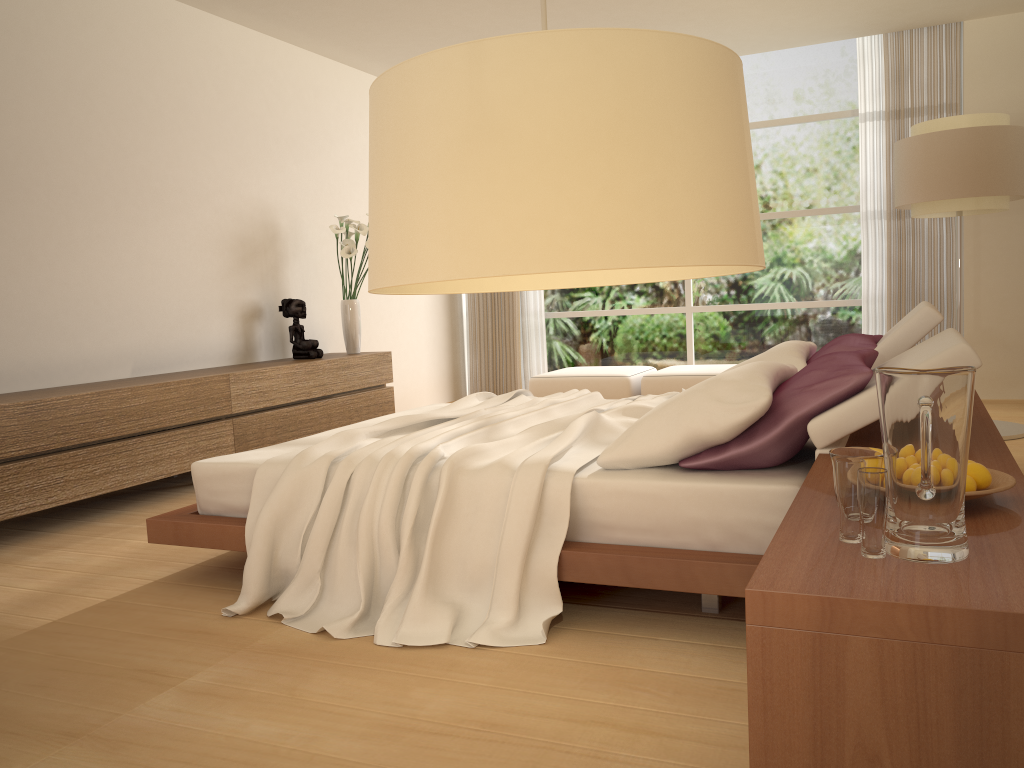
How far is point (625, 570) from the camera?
2.6 meters

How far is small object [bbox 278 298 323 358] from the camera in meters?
6.5 m

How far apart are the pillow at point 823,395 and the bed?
0.0 meters

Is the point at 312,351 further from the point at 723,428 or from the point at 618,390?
the point at 723,428

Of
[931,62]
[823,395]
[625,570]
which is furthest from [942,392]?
[931,62]

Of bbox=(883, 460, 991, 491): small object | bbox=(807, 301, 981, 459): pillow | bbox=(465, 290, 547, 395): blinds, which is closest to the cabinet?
bbox=(465, 290, 547, 395): blinds

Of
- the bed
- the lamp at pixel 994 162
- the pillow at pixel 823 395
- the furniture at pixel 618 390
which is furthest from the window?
the pillow at pixel 823 395

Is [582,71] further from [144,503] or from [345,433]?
[144,503]

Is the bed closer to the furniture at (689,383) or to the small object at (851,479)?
the small object at (851,479)

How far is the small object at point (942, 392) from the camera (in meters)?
1.46
